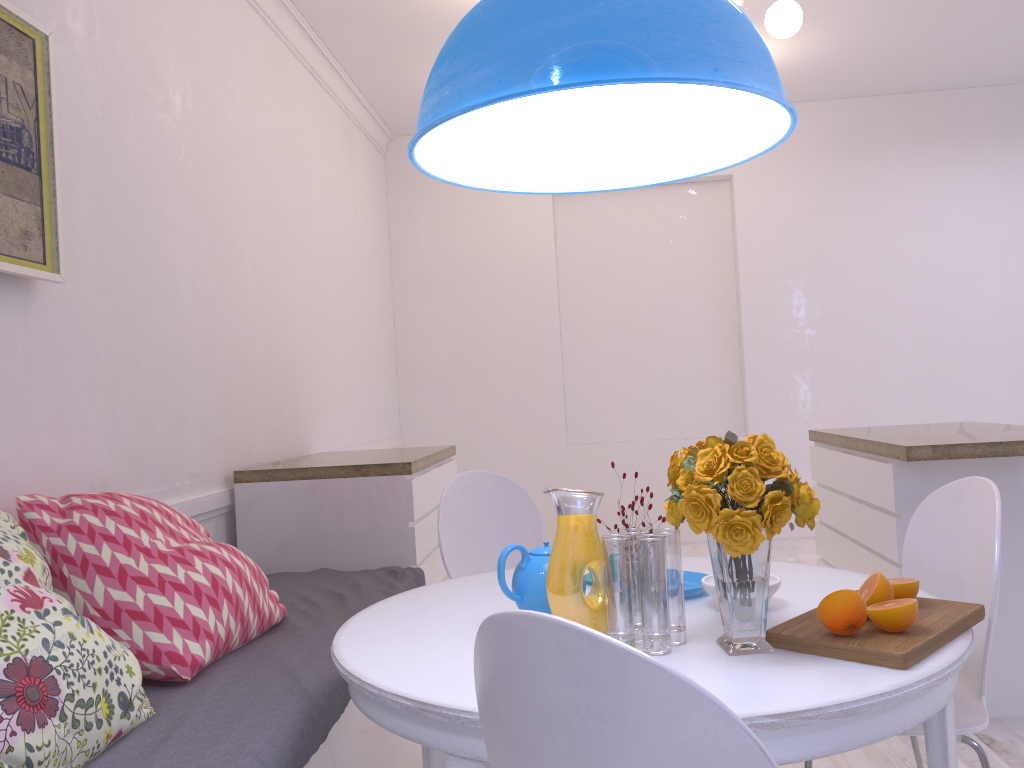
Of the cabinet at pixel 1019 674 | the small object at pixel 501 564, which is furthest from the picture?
the cabinet at pixel 1019 674

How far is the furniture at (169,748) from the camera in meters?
1.5

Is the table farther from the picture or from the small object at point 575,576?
the picture

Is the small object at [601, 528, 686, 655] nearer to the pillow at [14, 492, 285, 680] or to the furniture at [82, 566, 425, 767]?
the furniture at [82, 566, 425, 767]

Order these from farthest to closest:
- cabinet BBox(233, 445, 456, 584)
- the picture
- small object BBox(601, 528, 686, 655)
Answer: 1. cabinet BBox(233, 445, 456, 584)
2. the picture
3. small object BBox(601, 528, 686, 655)

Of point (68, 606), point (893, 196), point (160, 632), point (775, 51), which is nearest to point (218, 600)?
point (160, 632)

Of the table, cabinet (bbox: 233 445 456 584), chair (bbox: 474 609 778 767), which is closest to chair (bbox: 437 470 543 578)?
the table

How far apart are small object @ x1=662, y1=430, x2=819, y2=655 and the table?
0.0m

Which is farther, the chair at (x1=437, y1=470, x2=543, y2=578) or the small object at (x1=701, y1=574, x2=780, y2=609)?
the chair at (x1=437, y1=470, x2=543, y2=578)

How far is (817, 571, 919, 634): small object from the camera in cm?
134
